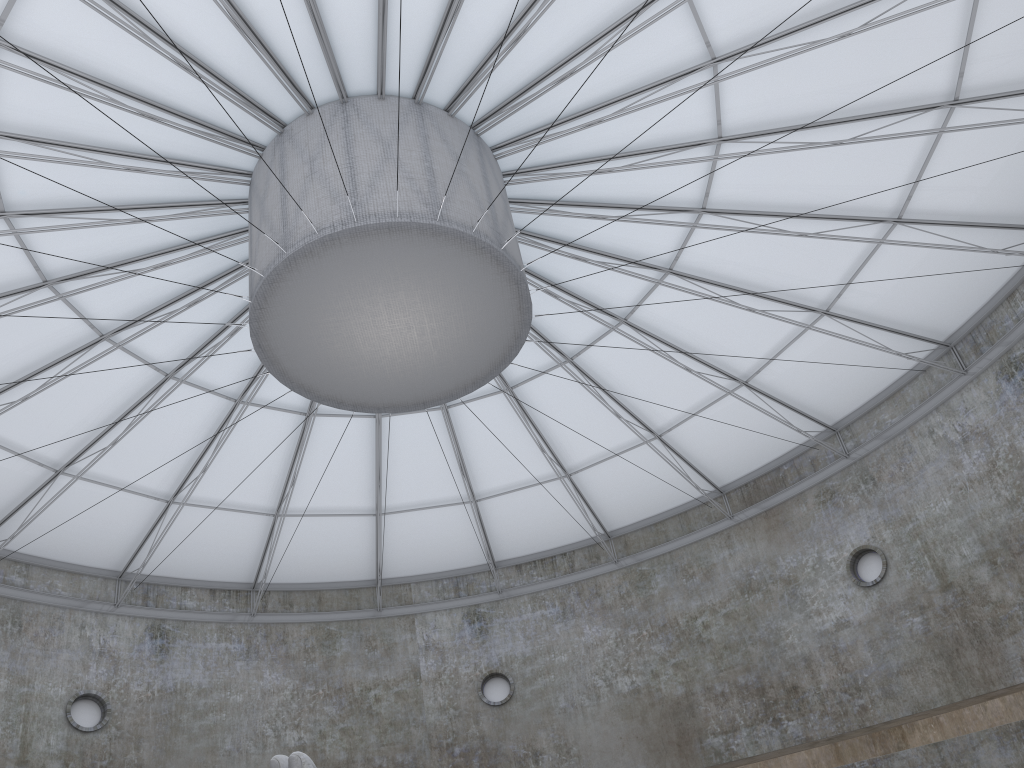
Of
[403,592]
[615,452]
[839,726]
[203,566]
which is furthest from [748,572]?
[203,566]

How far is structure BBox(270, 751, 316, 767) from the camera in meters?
14.5 m

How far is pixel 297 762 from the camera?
14.5 meters

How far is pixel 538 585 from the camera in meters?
39.9

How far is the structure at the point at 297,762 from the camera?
14.47m

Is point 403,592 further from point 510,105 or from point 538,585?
point 510,105
